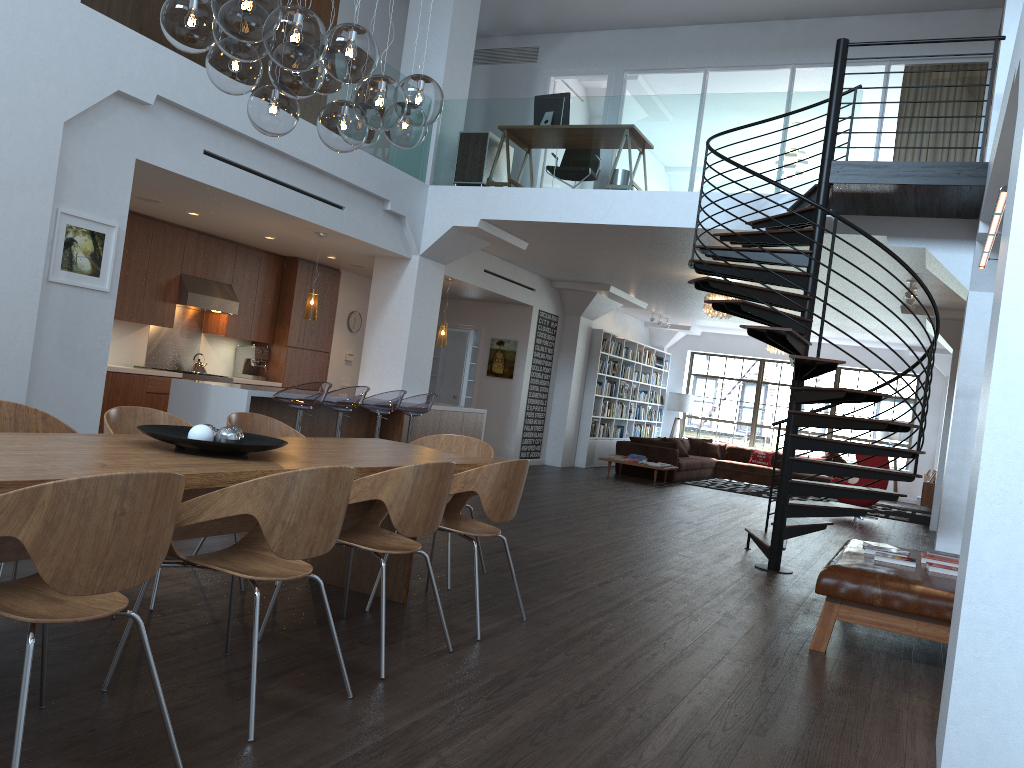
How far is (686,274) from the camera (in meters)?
11.76

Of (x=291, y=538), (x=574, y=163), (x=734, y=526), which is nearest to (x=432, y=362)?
(x=574, y=163)

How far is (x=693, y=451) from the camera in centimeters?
1803cm

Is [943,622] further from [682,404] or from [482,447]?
[682,404]

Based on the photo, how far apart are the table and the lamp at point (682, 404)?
14.43m

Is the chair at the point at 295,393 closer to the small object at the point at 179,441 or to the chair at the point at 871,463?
the small object at the point at 179,441

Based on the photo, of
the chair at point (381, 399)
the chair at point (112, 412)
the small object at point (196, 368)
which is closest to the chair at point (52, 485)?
the chair at point (112, 412)

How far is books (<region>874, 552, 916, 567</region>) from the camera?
5.1m

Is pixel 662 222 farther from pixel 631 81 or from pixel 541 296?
pixel 541 296

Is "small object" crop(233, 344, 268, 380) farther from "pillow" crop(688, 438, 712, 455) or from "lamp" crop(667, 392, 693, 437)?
"lamp" crop(667, 392, 693, 437)
